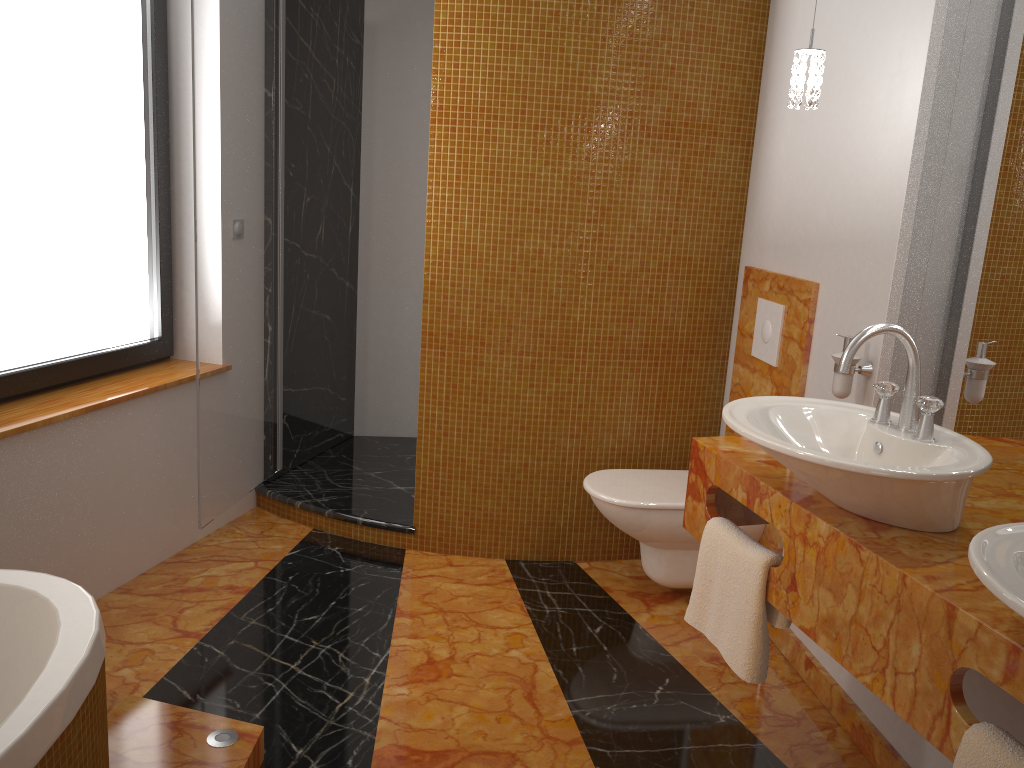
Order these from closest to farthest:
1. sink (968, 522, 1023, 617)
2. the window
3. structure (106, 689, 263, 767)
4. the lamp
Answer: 1. sink (968, 522, 1023, 617)
2. structure (106, 689, 263, 767)
3. the lamp
4. the window

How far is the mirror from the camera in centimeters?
199cm

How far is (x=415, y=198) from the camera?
4.2m

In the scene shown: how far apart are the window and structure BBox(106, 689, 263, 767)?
1.0m

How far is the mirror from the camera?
2.0m

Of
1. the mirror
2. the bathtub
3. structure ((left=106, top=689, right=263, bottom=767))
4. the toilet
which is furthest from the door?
the mirror

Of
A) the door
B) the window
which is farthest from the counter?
the window

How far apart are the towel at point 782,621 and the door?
1.7 meters

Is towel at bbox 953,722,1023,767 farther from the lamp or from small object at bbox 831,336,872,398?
the lamp

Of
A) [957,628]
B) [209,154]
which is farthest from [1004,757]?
[209,154]
